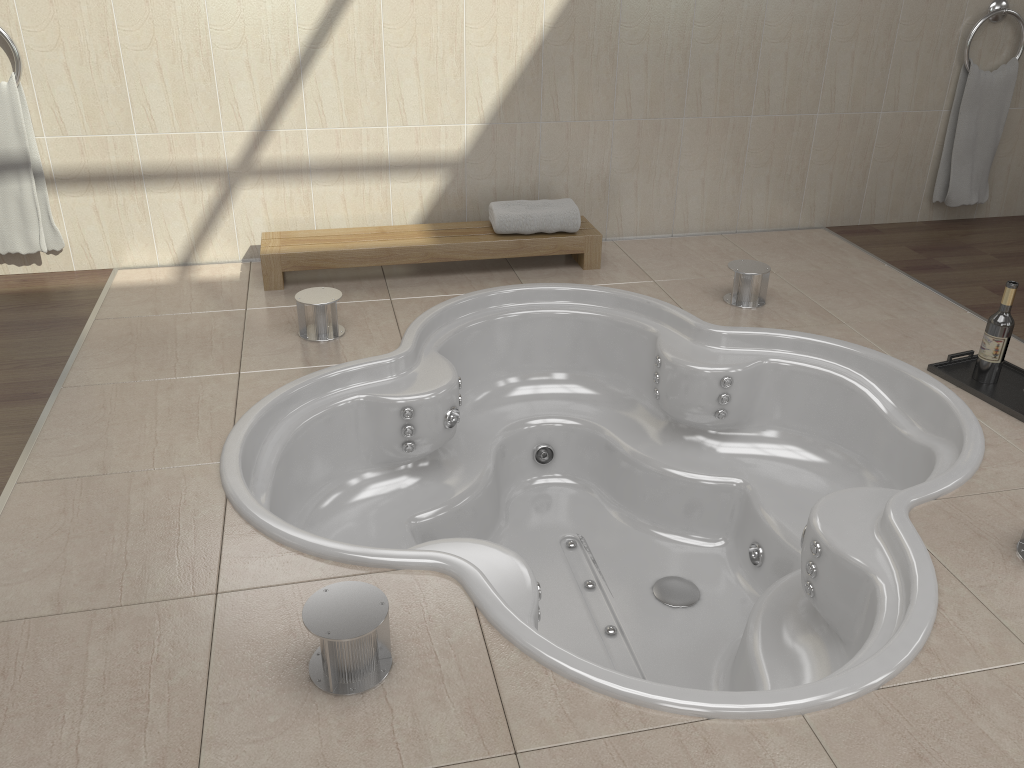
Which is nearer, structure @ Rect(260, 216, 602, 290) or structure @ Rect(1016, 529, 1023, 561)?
structure @ Rect(1016, 529, 1023, 561)

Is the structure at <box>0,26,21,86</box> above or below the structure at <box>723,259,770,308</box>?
above

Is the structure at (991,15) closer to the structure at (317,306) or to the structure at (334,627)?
the structure at (317,306)

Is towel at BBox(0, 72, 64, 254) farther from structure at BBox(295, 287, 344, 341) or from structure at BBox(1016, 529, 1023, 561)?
structure at BBox(1016, 529, 1023, 561)

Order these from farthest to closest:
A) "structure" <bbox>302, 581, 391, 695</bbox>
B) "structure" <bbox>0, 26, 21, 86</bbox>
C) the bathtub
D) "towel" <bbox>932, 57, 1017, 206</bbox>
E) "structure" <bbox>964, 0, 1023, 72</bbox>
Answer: "towel" <bbox>932, 57, 1017, 206</bbox> → "structure" <bbox>964, 0, 1023, 72</bbox> → "structure" <bbox>0, 26, 21, 86</bbox> → the bathtub → "structure" <bbox>302, 581, 391, 695</bbox>

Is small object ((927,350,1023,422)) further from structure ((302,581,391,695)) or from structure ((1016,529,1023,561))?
structure ((302,581,391,695))

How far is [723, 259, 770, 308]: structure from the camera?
3.1 meters

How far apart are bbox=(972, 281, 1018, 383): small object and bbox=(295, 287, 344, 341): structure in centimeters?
196cm

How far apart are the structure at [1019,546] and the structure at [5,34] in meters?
3.3 m

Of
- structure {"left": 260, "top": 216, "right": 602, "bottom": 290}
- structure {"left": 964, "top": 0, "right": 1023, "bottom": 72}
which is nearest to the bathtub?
structure {"left": 260, "top": 216, "right": 602, "bottom": 290}
